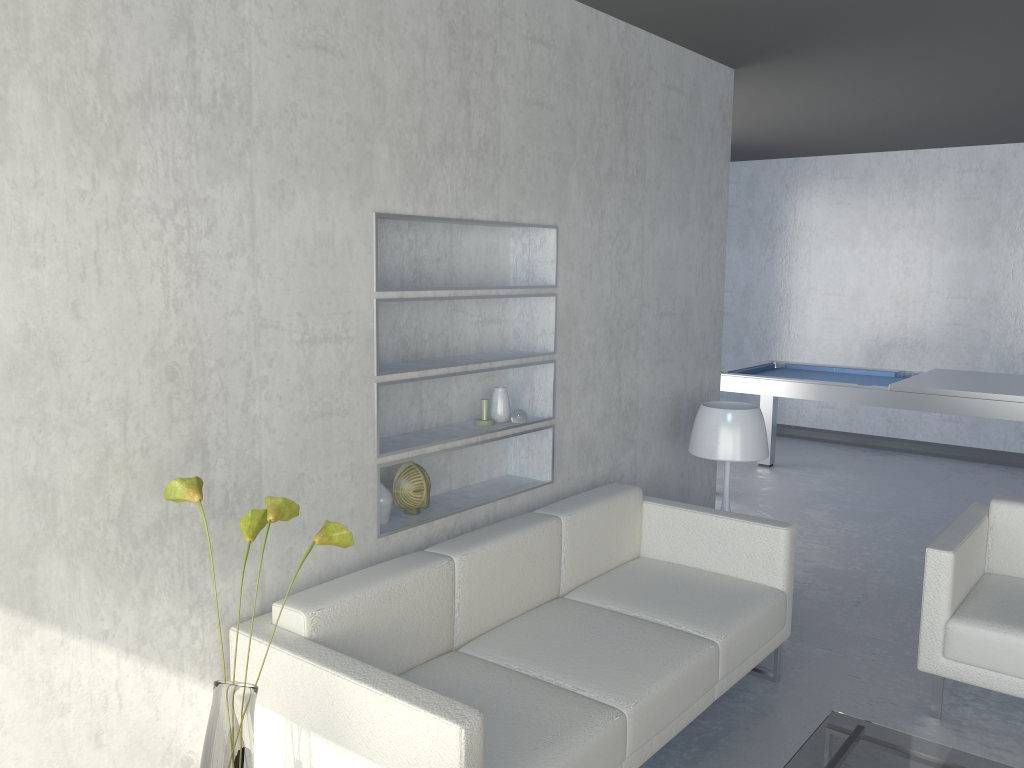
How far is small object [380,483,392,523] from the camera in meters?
2.8 m

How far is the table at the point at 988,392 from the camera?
4.9 meters

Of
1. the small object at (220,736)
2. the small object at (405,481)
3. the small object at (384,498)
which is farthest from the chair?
the small object at (220,736)

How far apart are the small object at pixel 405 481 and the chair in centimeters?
170cm

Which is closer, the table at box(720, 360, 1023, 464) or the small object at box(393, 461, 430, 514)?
the small object at box(393, 461, 430, 514)

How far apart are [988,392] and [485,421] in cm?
324

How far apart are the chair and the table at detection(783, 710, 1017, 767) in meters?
0.5

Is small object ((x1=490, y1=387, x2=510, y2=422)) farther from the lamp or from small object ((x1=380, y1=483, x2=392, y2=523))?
the lamp

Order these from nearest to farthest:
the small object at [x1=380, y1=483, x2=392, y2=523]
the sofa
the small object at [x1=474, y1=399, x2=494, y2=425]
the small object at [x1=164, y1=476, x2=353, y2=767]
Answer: the small object at [x1=164, y1=476, x2=353, y2=767] → the sofa → the small object at [x1=380, y1=483, x2=392, y2=523] → the small object at [x1=474, y1=399, x2=494, y2=425]

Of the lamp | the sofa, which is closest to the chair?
the sofa
